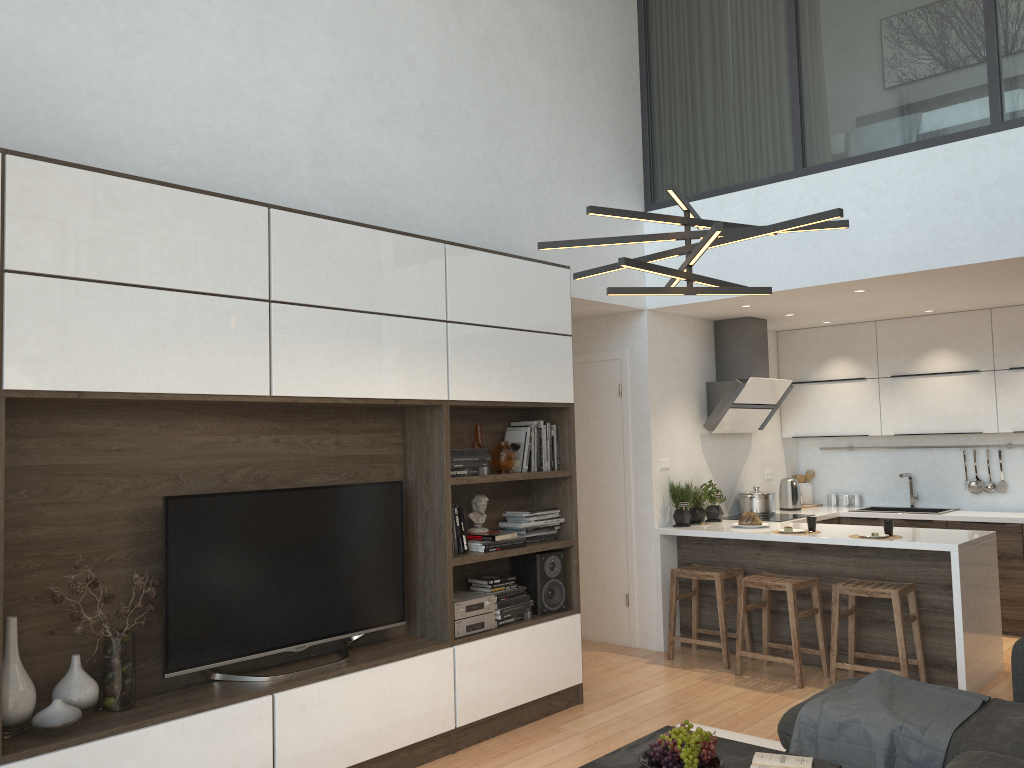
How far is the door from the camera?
→ 6.40m

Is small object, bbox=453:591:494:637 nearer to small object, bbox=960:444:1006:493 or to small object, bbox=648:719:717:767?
small object, bbox=648:719:717:767

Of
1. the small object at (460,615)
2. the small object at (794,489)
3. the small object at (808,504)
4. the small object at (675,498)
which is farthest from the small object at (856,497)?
the small object at (460,615)

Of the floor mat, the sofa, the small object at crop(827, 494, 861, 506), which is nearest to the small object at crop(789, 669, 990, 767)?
the sofa

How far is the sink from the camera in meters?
7.2

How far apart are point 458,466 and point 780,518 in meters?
3.2 m

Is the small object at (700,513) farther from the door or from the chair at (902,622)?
the chair at (902,622)

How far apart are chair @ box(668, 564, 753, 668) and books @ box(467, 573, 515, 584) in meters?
1.6

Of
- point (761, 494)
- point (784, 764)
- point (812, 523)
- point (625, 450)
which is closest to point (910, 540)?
point (812, 523)

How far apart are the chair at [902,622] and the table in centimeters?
210cm
